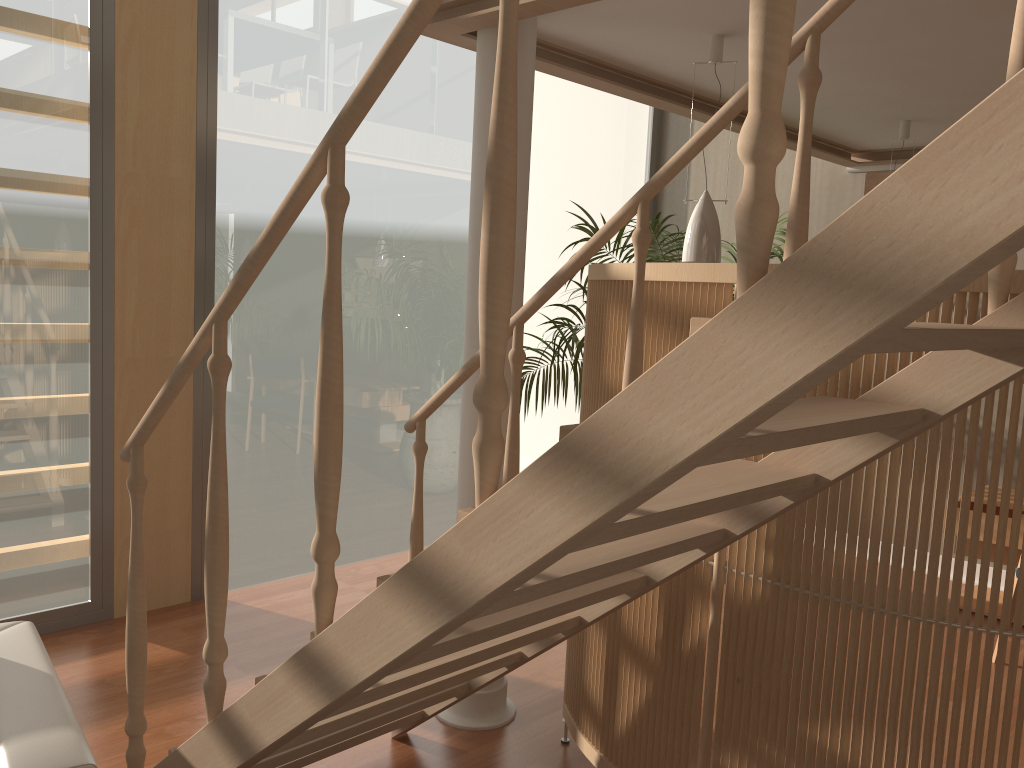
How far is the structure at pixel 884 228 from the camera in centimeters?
89cm

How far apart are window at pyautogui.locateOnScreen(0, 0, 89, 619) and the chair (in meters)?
1.37

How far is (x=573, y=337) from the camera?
4.5m

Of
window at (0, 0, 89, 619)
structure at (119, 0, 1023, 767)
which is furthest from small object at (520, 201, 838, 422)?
window at (0, 0, 89, 619)

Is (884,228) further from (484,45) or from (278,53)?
(278,53)

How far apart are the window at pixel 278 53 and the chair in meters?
1.9 m

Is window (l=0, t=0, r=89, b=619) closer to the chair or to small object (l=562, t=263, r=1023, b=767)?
the chair

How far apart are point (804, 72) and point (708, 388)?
1.2m

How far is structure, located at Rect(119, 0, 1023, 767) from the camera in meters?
0.9 m

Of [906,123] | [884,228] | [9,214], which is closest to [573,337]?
[906,123]
